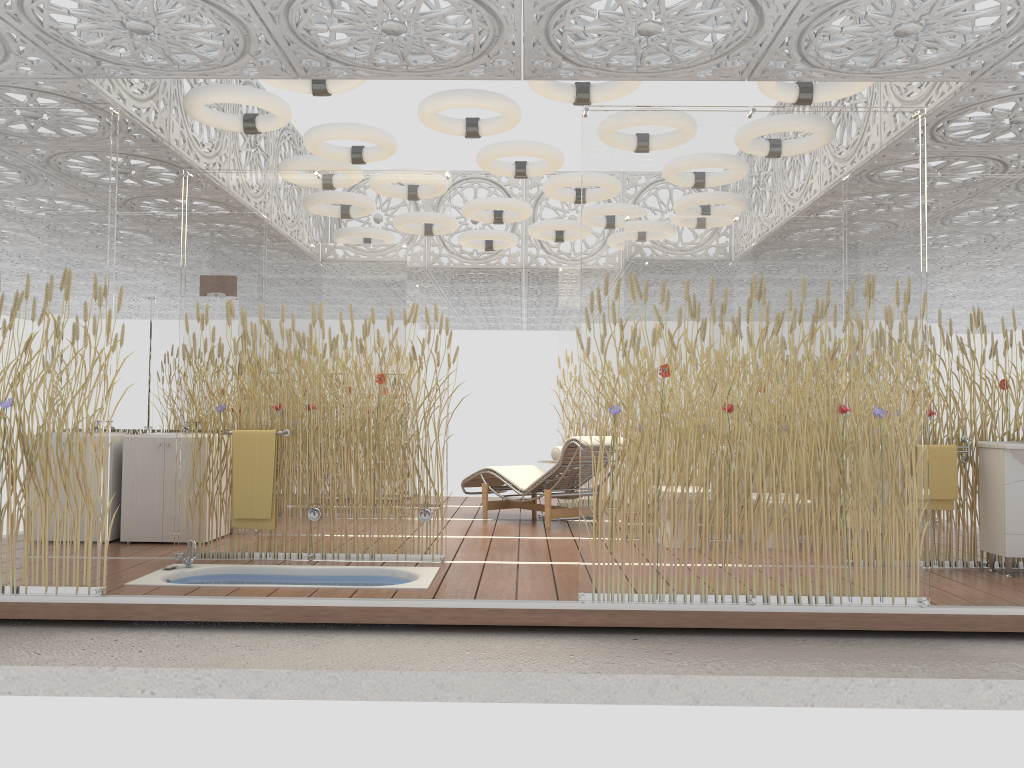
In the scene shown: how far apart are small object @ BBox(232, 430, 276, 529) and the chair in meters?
2.7

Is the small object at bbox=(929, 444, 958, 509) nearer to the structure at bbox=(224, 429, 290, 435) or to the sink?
the sink

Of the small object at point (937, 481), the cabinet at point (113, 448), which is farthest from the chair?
the cabinet at point (113, 448)

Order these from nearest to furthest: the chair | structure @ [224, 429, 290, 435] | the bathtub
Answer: the bathtub → structure @ [224, 429, 290, 435] → the chair

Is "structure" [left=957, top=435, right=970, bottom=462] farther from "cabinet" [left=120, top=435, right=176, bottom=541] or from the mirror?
the mirror

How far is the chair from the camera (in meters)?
7.64

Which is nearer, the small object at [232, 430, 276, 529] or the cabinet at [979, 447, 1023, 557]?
the cabinet at [979, 447, 1023, 557]

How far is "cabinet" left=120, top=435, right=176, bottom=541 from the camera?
6.6m

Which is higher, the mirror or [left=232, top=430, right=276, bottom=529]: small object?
the mirror

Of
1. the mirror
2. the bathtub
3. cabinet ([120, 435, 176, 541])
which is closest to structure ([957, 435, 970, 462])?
the bathtub
